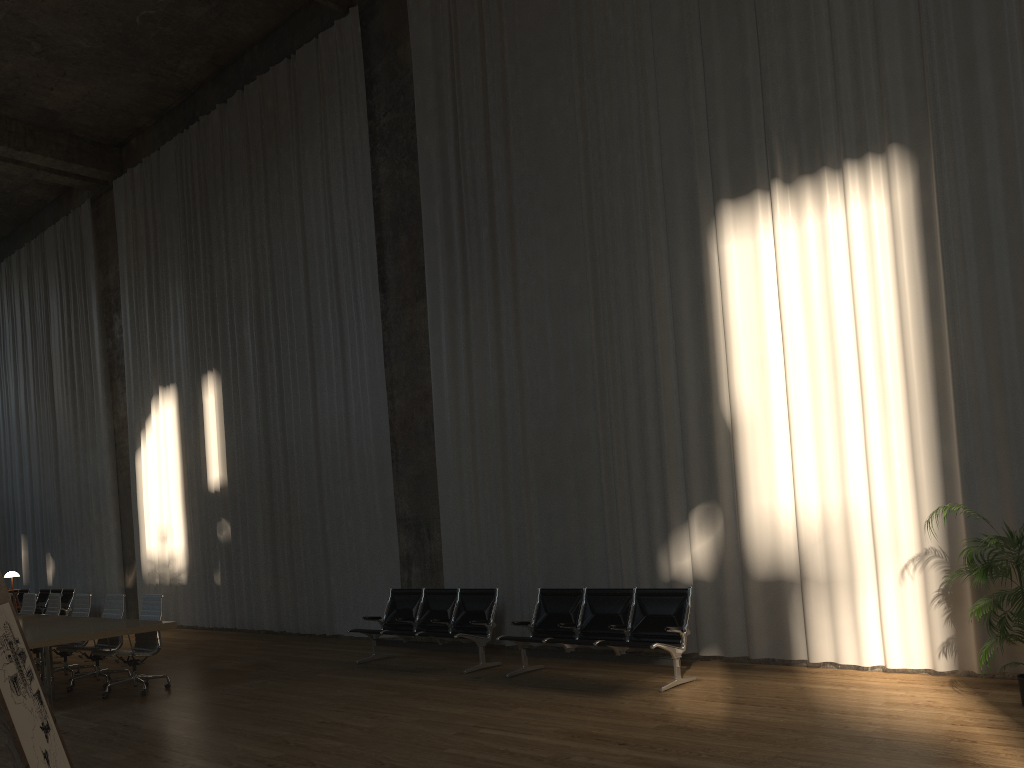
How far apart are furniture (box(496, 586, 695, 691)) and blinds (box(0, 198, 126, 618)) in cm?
1176

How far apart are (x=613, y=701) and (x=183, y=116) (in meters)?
13.61

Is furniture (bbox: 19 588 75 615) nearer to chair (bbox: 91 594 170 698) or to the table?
the table

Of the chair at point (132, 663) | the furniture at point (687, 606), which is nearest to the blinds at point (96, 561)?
the chair at point (132, 663)

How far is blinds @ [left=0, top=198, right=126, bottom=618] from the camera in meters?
17.9

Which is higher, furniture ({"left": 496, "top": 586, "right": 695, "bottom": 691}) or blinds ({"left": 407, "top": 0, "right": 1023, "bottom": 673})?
blinds ({"left": 407, "top": 0, "right": 1023, "bottom": 673})

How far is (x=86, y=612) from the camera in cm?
1049

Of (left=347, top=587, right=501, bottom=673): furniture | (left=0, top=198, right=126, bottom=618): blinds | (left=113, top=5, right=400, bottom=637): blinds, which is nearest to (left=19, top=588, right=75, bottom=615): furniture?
(left=0, top=198, right=126, bottom=618): blinds

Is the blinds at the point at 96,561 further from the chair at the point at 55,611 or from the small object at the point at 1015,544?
the small object at the point at 1015,544

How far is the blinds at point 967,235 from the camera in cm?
714
